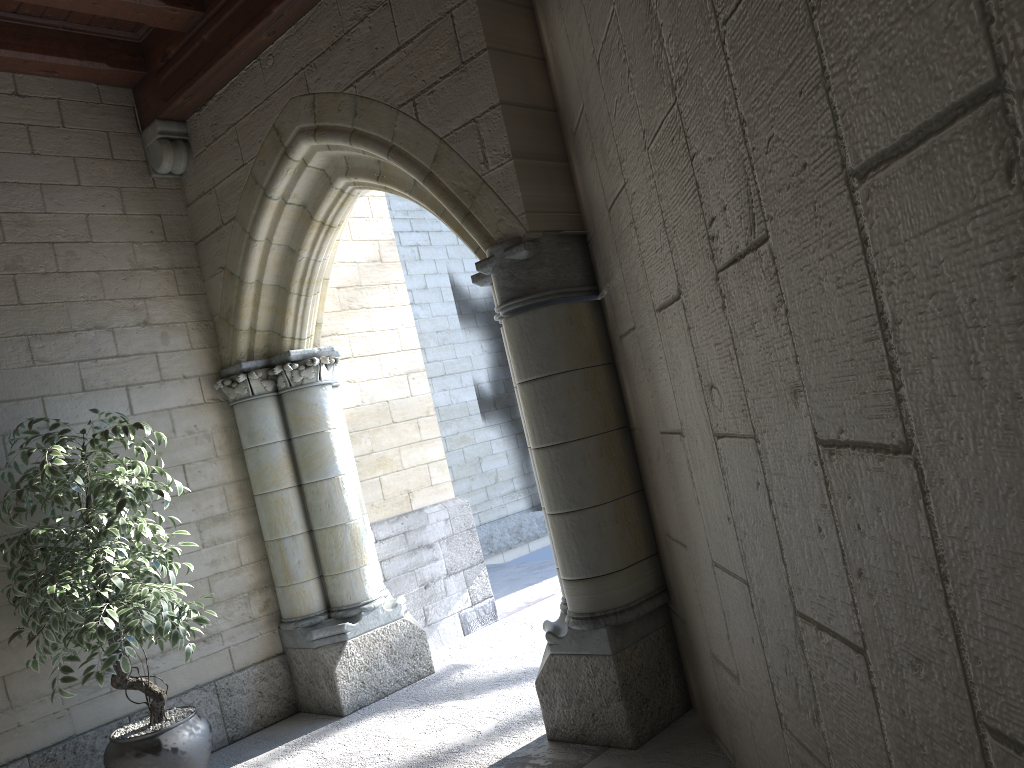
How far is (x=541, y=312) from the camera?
3.0m

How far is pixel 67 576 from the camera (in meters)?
3.16

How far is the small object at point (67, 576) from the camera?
3.2 meters

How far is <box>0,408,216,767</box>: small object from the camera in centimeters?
316cm
